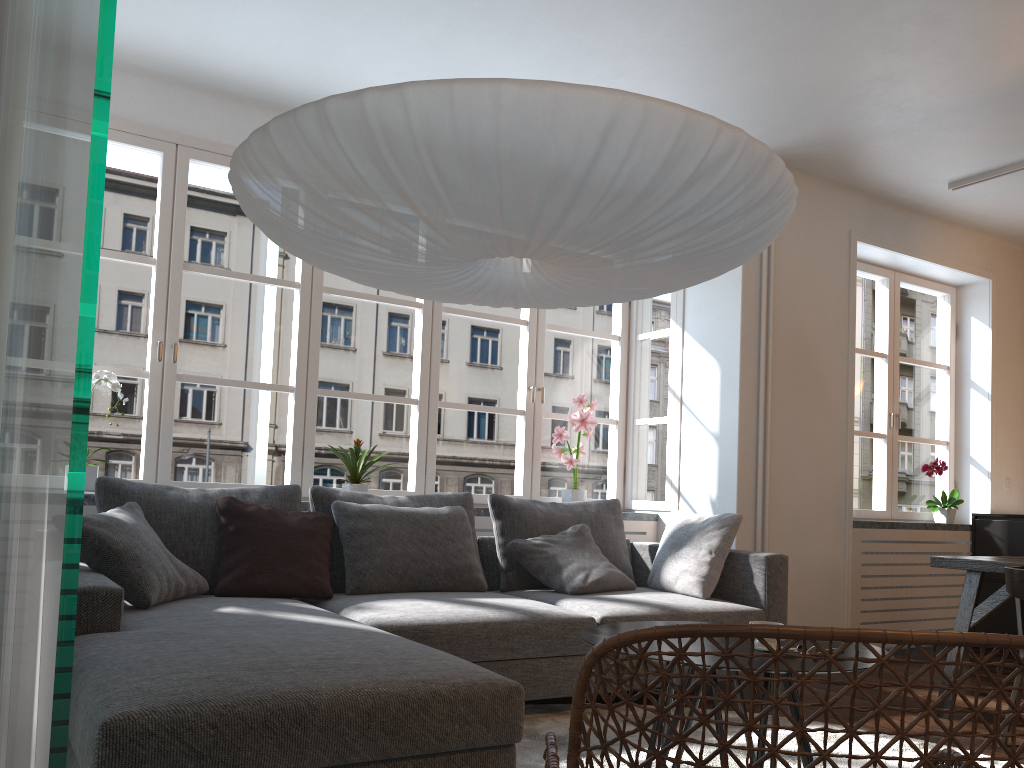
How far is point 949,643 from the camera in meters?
1.0 m

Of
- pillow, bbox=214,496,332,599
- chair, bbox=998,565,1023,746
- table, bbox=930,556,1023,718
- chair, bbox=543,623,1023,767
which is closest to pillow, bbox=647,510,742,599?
table, bbox=930,556,1023,718

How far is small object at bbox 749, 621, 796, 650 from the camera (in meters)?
2.33

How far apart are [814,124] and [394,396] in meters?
2.6

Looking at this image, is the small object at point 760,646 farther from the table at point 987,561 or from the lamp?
the table at point 987,561

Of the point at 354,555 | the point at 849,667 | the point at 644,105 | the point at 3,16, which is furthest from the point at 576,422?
the point at 3,16

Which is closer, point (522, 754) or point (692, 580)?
point (522, 754)

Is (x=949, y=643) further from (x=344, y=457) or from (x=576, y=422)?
(x=576, y=422)

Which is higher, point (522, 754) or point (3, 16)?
point (3, 16)

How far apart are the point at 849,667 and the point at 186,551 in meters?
2.4
